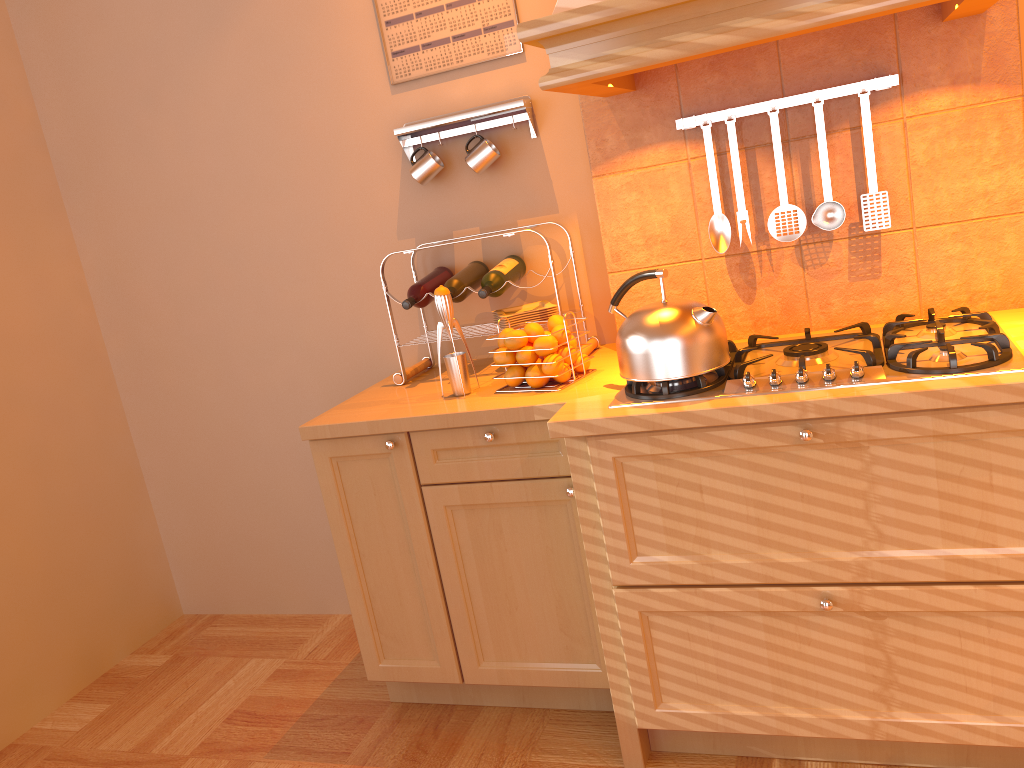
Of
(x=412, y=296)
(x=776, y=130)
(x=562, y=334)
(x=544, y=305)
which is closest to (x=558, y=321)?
(x=562, y=334)

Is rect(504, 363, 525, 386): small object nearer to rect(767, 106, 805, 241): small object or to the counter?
the counter

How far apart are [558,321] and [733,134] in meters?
0.6 m

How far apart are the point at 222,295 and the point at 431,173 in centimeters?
93cm

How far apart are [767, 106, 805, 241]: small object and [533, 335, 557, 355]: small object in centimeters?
60cm

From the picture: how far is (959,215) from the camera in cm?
207

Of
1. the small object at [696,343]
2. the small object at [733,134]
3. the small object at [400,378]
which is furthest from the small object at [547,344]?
the small object at [733,134]

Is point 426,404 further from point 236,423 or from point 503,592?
point 236,423

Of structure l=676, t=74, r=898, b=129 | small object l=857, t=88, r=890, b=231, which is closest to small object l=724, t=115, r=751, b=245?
structure l=676, t=74, r=898, b=129

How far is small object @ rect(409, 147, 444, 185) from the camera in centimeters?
254cm
